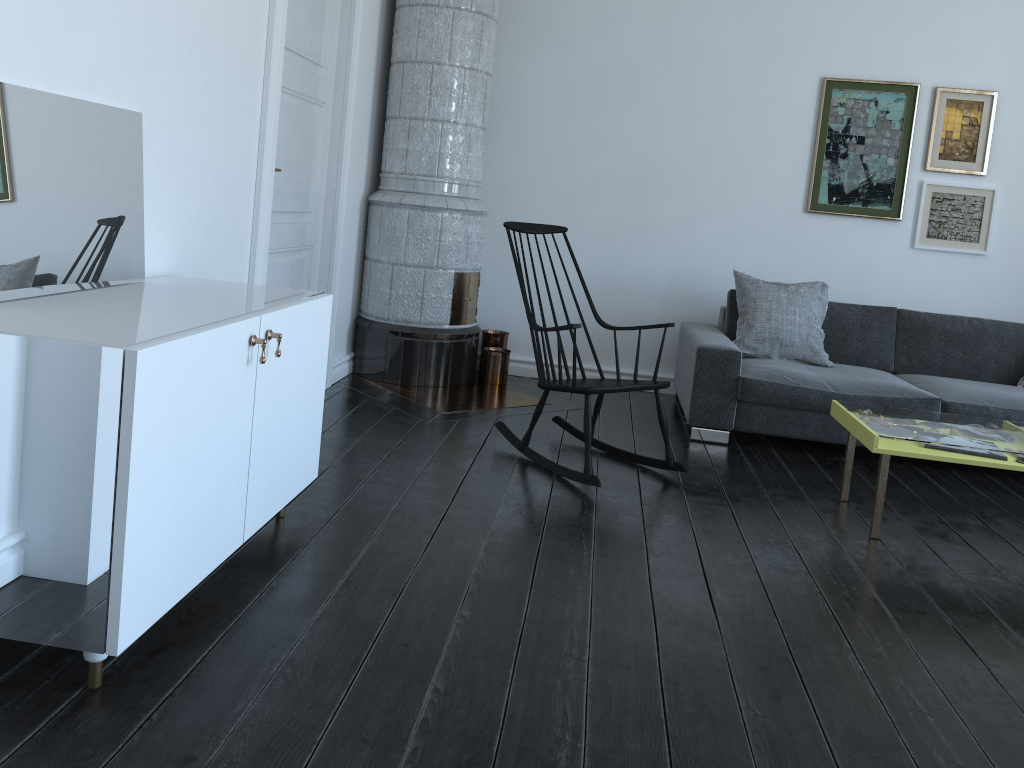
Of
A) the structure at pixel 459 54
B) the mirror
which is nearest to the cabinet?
the mirror

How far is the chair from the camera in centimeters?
352cm

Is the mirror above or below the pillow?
above

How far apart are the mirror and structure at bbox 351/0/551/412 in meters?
2.1

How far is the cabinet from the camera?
1.72m

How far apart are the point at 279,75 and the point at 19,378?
2.1m

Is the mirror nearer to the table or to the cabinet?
the cabinet

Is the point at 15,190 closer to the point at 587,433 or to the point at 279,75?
the point at 279,75

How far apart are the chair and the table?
0.66m

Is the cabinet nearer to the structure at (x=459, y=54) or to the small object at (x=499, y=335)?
the structure at (x=459, y=54)
